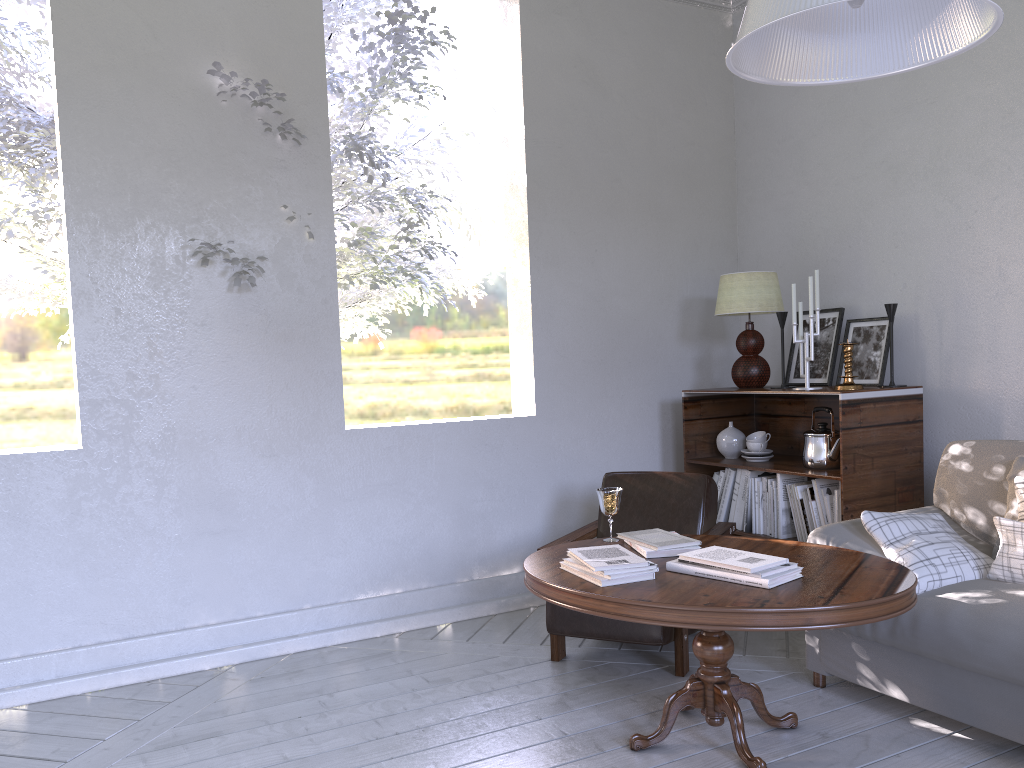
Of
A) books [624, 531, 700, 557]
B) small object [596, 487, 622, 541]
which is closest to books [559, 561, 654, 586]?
books [624, 531, 700, 557]

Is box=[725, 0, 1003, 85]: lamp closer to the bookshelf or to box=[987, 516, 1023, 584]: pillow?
box=[987, 516, 1023, 584]: pillow

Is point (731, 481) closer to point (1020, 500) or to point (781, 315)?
point (781, 315)

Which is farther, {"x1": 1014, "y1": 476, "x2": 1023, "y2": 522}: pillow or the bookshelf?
the bookshelf

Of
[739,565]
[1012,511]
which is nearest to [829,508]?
[1012,511]

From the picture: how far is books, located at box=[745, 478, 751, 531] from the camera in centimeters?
327cm

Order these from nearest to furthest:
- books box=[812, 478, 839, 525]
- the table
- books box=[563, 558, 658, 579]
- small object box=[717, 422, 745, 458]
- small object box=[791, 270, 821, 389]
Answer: the table → books box=[563, 558, 658, 579] → books box=[812, 478, 839, 525] → small object box=[791, 270, 821, 389] → small object box=[717, 422, 745, 458]

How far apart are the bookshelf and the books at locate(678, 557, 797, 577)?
0.98m

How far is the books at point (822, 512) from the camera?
3.0 meters

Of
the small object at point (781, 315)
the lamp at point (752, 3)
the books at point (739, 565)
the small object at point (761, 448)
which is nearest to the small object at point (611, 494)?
the books at point (739, 565)
